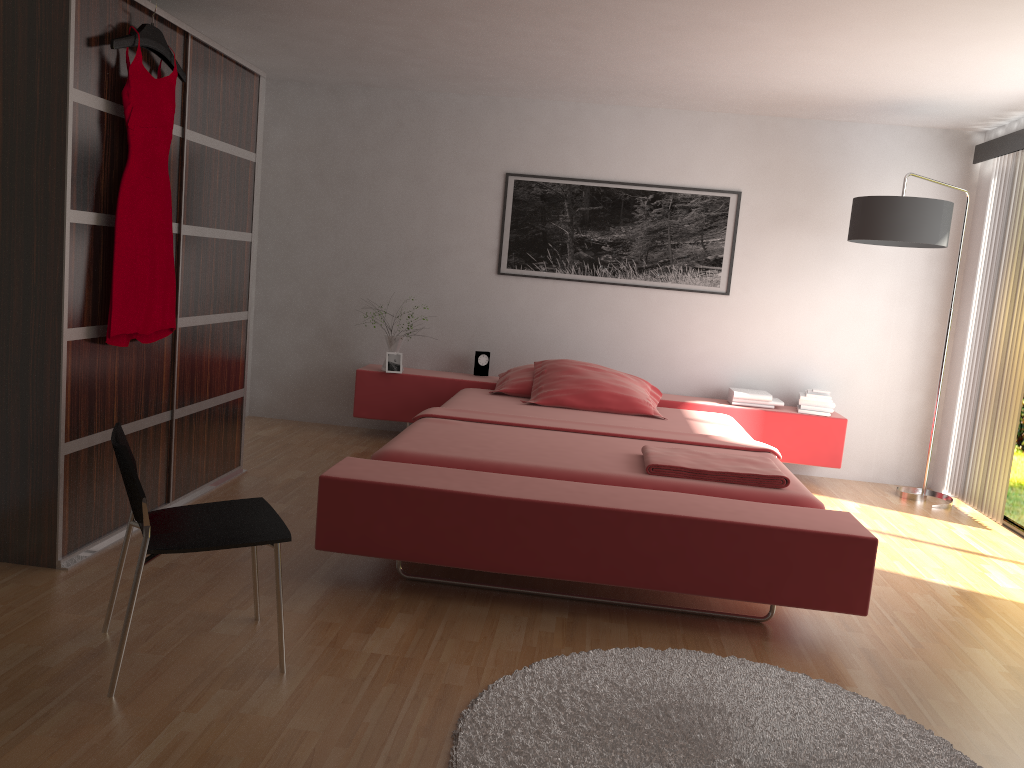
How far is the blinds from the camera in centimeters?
475cm

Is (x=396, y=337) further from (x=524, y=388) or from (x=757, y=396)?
(x=757, y=396)

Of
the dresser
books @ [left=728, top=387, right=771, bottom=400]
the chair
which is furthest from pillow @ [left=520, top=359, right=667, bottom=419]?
the chair

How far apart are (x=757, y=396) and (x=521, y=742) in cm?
367

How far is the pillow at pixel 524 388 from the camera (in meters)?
5.19

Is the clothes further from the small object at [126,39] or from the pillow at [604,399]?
the pillow at [604,399]

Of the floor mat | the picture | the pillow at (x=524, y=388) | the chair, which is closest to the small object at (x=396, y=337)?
the pillow at (x=524, y=388)

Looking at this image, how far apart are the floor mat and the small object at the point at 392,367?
3.1m

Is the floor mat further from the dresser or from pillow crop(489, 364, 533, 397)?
pillow crop(489, 364, 533, 397)

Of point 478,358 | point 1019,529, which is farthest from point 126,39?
point 1019,529
